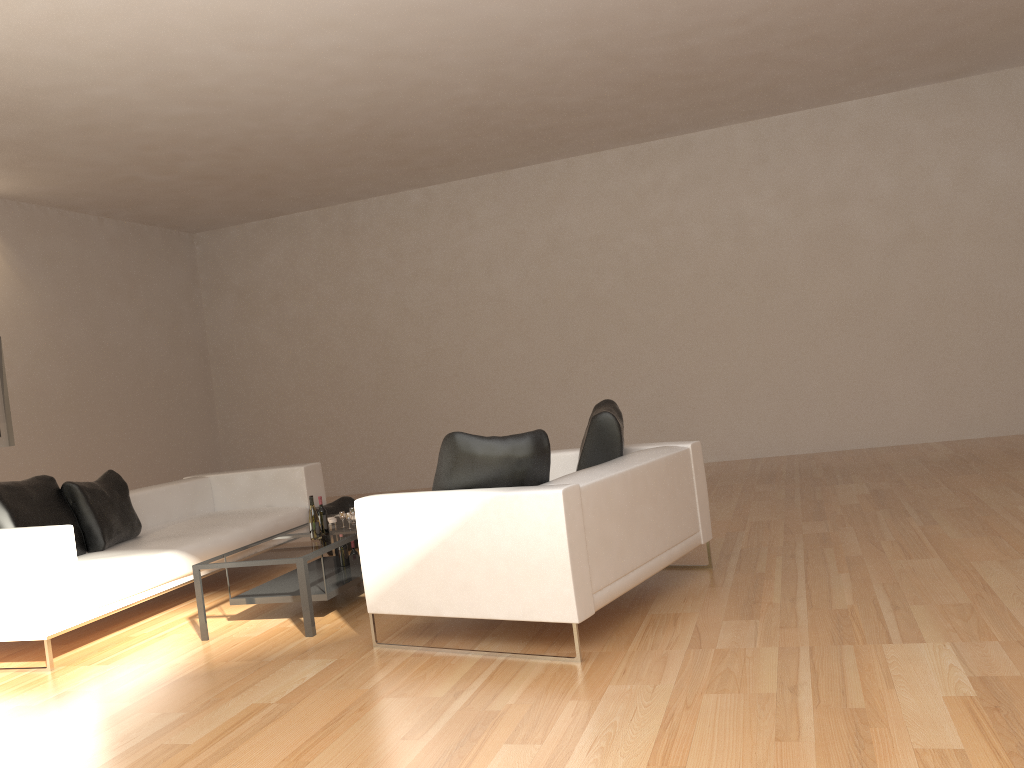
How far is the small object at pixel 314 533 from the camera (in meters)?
5.33

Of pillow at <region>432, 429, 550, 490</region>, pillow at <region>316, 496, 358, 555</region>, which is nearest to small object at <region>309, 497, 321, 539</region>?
pillow at <region>432, 429, 550, 490</region>

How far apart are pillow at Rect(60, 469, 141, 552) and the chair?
2.47m

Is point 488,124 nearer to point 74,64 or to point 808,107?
point 808,107

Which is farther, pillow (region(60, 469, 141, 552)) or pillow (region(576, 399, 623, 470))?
pillow (region(60, 469, 141, 552))

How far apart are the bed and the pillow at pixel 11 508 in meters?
0.2

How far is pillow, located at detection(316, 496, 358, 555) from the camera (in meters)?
7.40

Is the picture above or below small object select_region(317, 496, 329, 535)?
above

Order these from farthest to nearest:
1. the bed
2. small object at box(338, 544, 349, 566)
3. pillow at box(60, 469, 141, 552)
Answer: pillow at box(60, 469, 141, 552), small object at box(338, 544, 349, 566), the bed

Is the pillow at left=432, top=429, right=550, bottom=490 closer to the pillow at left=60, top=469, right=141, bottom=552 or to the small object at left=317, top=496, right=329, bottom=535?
the small object at left=317, top=496, right=329, bottom=535
